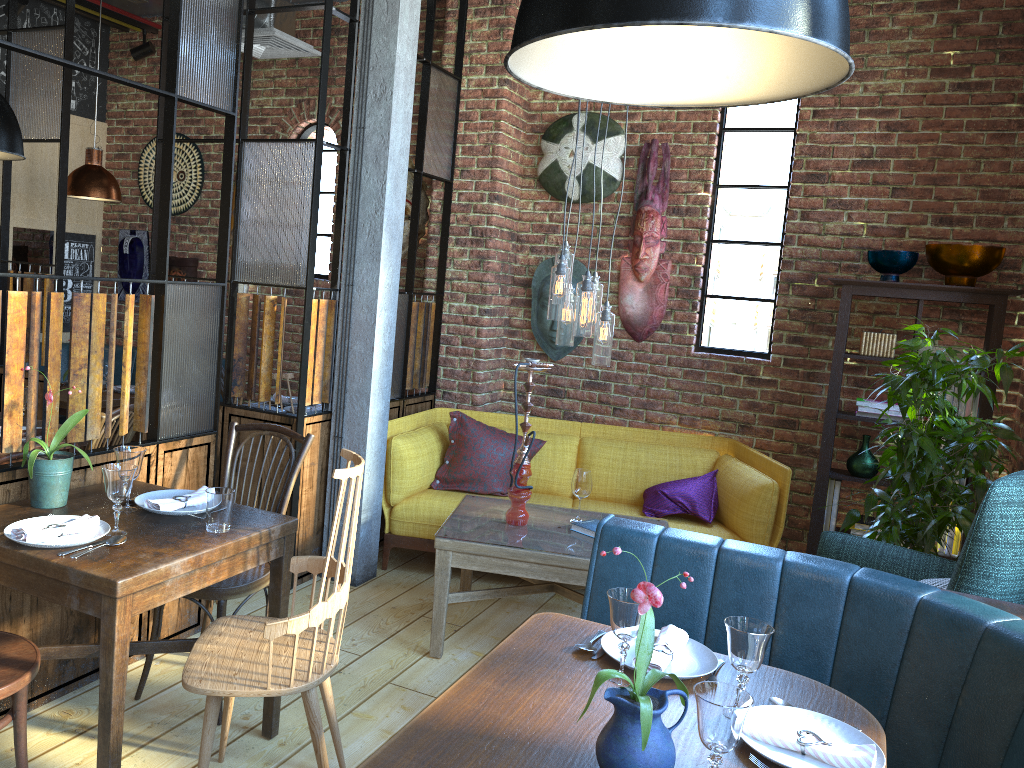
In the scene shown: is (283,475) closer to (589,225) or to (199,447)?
(199,447)

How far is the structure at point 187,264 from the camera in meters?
6.3

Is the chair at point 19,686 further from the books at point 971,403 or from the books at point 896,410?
the books at point 971,403

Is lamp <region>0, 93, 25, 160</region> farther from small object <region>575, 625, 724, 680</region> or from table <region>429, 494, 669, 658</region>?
small object <region>575, 625, 724, 680</region>

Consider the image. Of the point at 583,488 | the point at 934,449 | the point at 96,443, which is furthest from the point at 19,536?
the point at 934,449

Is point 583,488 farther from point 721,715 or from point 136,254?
point 136,254

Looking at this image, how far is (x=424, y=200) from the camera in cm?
559

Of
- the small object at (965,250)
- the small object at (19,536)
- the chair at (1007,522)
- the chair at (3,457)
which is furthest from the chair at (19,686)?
the small object at (965,250)

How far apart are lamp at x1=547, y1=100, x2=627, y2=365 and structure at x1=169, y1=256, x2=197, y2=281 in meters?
3.5 m

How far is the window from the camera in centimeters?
496cm
